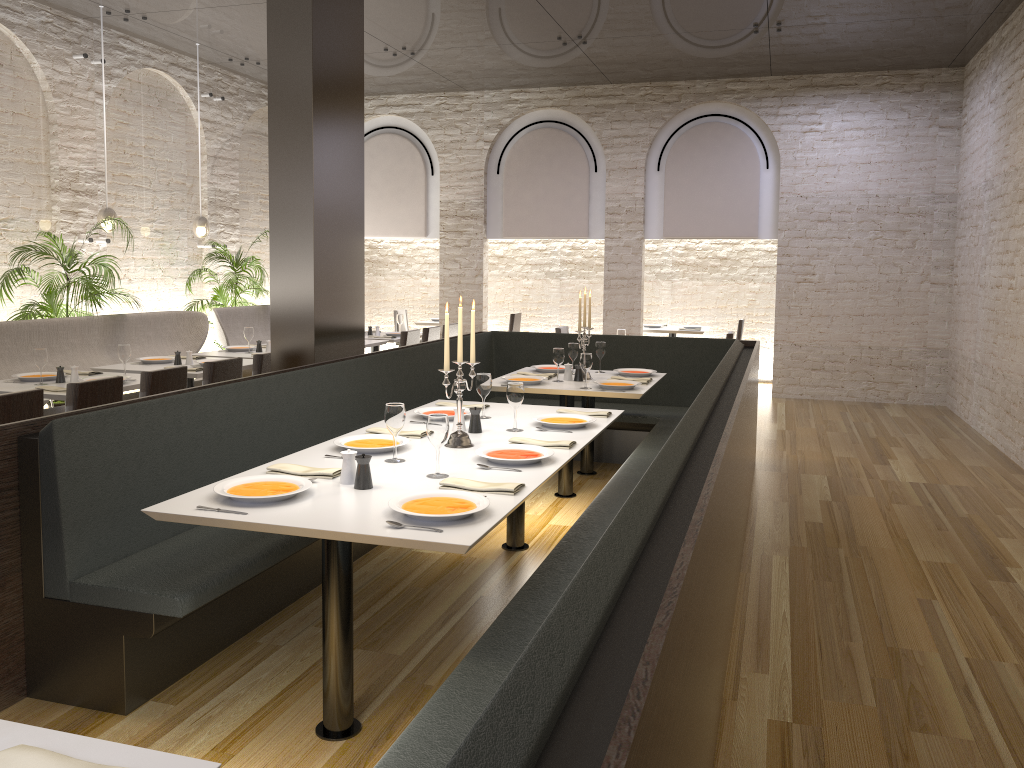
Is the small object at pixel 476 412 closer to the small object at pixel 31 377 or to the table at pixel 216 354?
the small object at pixel 31 377

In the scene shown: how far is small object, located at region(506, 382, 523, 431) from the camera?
4.2m

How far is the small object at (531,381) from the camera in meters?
5.9

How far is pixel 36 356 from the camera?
5.6m

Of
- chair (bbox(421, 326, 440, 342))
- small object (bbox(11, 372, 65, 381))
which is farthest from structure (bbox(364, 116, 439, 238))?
small object (bbox(11, 372, 65, 381))

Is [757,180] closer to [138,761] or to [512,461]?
[512,461]

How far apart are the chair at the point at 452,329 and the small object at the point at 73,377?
4.7 meters

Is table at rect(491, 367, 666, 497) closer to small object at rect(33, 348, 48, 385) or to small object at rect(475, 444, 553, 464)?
small object at rect(475, 444, 553, 464)

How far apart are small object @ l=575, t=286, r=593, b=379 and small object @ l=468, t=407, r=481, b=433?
2.20m

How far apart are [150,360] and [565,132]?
6.4m
